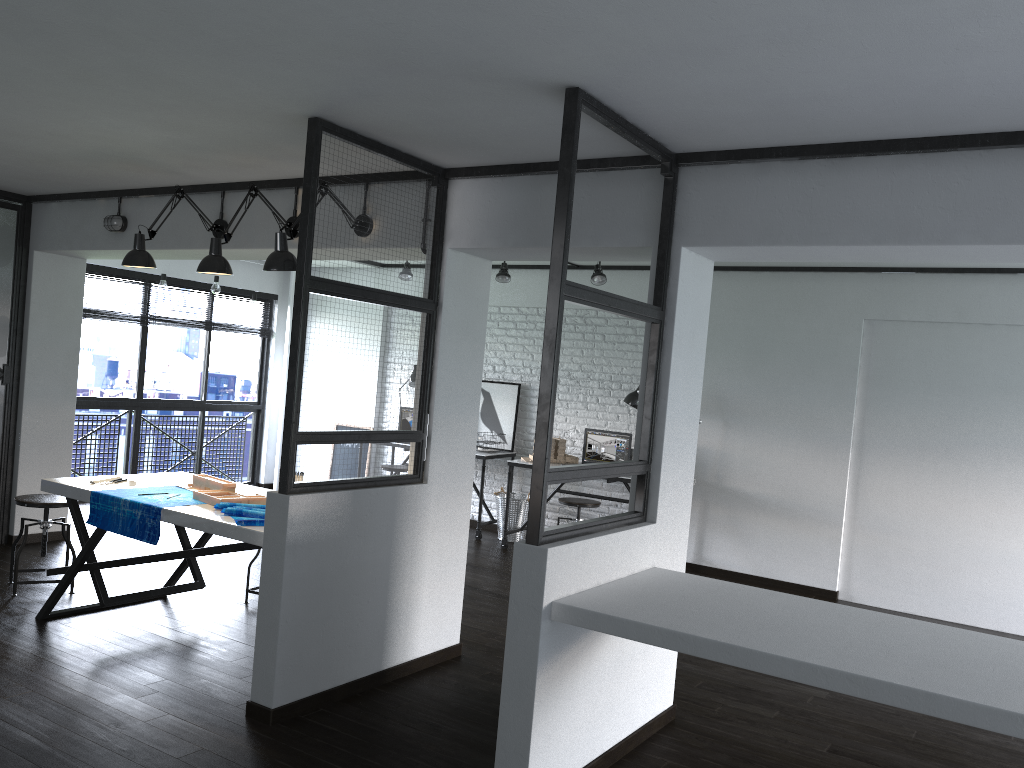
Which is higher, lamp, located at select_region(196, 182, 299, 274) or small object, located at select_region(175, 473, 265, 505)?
lamp, located at select_region(196, 182, 299, 274)

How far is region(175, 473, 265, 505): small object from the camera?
4.0m

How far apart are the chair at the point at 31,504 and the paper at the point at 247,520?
1.5 meters

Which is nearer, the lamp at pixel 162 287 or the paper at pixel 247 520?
the paper at pixel 247 520

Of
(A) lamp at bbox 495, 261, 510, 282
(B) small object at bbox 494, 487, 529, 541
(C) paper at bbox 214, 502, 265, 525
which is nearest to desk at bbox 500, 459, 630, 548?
(B) small object at bbox 494, 487, 529, 541

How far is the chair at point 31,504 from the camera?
4.74m

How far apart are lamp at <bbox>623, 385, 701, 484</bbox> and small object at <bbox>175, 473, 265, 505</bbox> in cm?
351

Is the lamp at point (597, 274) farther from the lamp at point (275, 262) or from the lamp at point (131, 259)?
the lamp at point (275, 262)

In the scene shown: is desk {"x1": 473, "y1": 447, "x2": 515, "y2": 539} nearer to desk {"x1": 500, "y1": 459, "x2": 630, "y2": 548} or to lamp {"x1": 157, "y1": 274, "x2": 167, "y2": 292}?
desk {"x1": 500, "y1": 459, "x2": 630, "y2": 548}

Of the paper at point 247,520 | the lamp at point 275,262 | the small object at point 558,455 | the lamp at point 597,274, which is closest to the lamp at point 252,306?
the small object at point 558,455
